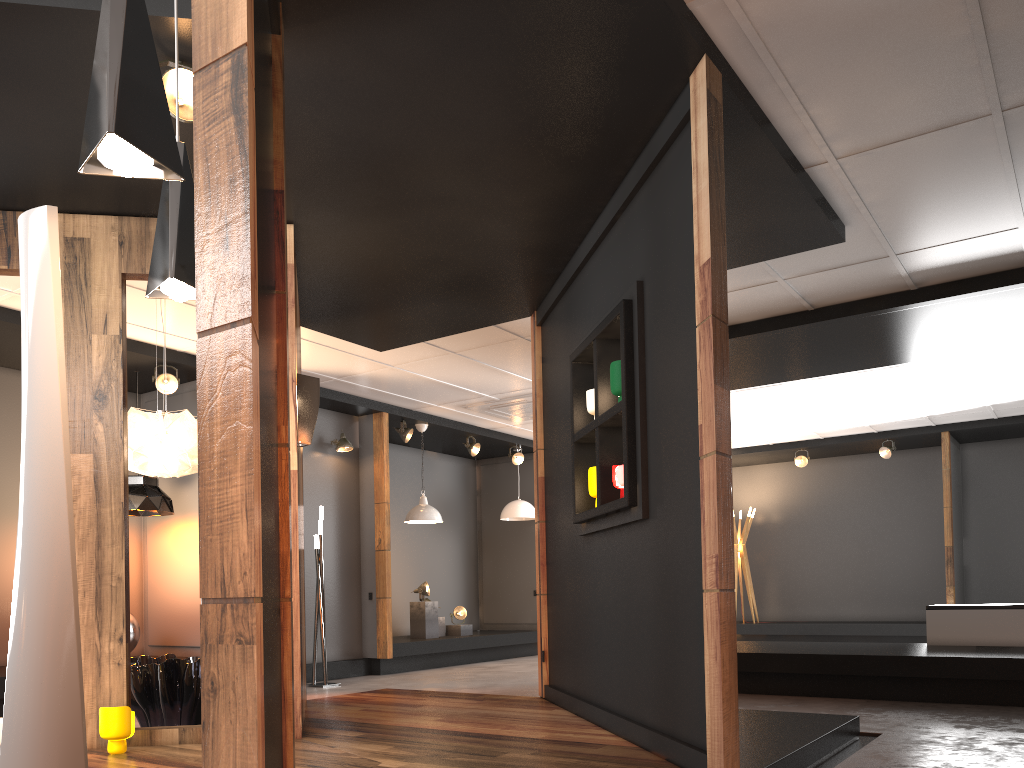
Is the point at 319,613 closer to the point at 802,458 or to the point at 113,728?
the point at 113,728

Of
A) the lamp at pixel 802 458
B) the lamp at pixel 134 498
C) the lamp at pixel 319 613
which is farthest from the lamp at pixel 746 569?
the lamp at pixel 134 498

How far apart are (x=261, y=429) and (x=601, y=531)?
2.8m

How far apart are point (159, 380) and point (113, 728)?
3.99m

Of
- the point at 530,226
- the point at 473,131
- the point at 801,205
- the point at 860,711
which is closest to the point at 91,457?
the point at 473,131

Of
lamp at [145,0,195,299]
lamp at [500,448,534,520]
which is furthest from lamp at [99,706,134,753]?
lamp at [500,448,534,520]

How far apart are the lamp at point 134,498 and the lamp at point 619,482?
4.6m

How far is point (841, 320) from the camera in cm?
681

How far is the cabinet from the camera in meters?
6.9 m

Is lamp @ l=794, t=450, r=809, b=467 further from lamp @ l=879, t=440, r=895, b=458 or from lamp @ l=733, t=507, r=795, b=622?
lamp @ l=733, t=507, r=795, b=622
